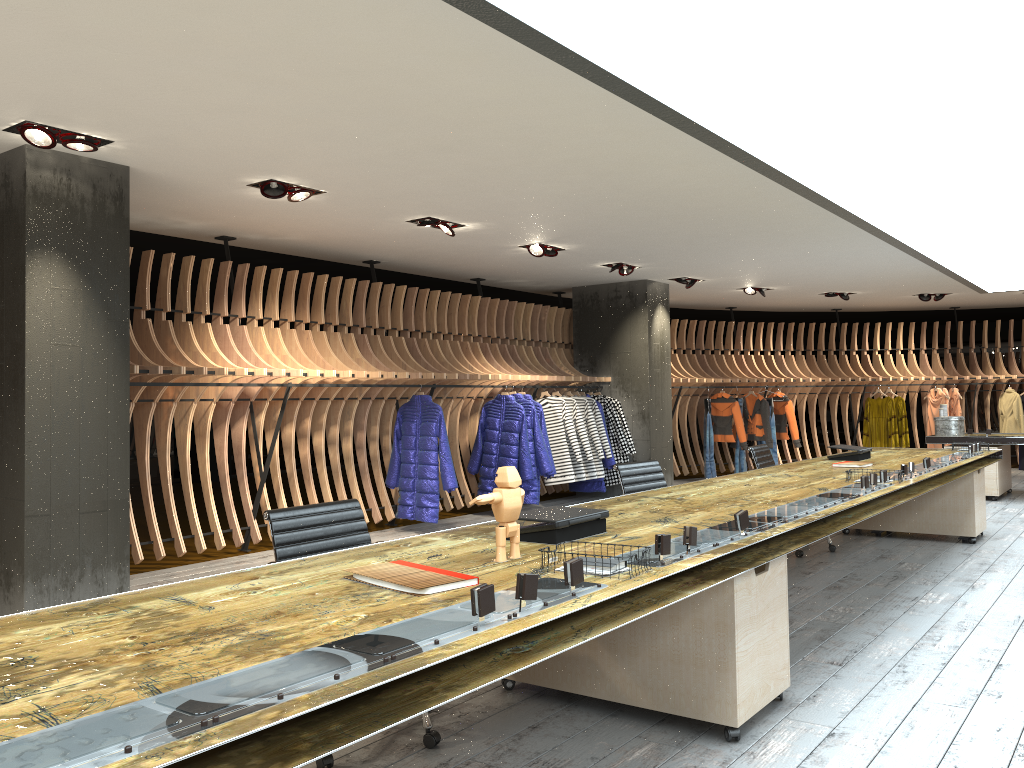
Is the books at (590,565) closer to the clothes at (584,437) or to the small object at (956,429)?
the clothes at (584,437)

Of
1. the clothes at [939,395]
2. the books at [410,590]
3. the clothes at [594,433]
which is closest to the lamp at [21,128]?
the books at [410,590]

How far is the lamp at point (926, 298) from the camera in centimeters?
1336cm

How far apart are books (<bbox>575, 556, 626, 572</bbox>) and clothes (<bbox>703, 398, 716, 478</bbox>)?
10.92m

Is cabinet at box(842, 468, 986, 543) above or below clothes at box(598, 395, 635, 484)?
below

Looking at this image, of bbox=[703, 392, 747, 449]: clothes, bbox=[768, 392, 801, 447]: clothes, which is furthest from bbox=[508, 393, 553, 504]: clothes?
bbox=[768, 392, 801, 447]: clothes

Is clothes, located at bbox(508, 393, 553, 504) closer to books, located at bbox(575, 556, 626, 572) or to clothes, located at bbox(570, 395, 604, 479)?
clothes, located at bbox(570, 395, 604, 479)

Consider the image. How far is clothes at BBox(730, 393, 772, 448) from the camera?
13.57m

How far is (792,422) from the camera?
13.8m

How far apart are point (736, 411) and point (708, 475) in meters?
1.1
